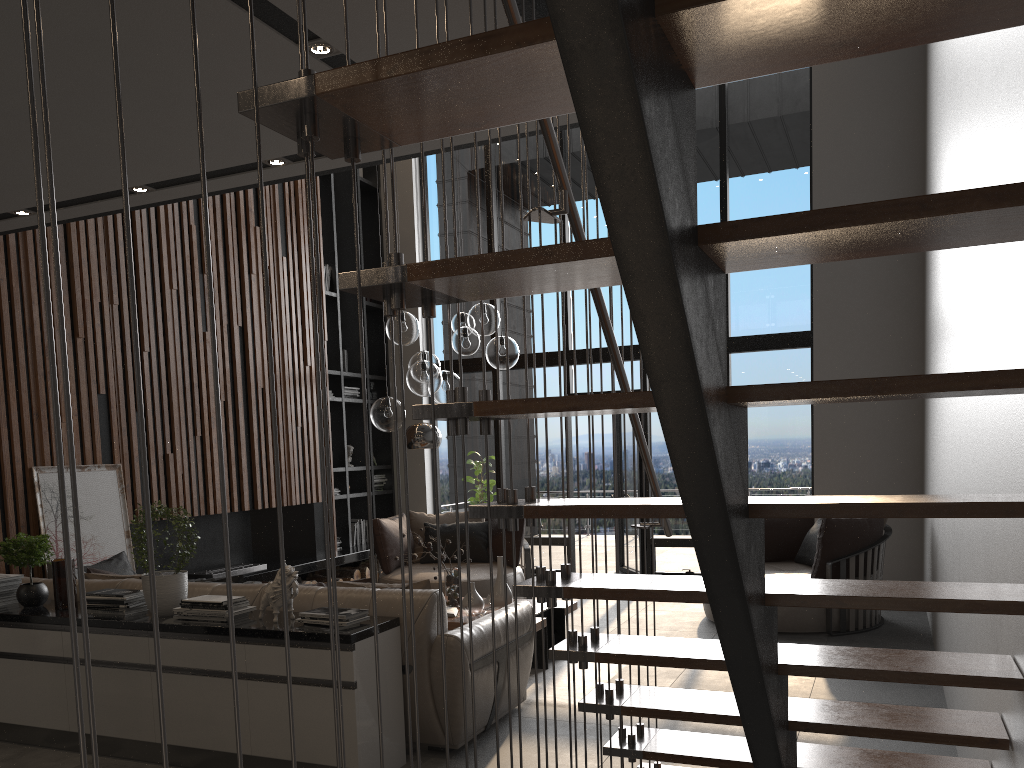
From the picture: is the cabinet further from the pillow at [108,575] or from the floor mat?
the floor mat

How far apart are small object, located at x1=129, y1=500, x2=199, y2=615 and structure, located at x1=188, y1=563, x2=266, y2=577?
3.2 meters

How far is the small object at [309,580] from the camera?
8.59m

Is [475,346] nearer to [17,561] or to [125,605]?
[125,605]

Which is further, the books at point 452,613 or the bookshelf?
the bookshelf

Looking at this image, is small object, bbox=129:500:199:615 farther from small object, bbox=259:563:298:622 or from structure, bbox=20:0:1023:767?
structure, bbox=20:0:1023:767

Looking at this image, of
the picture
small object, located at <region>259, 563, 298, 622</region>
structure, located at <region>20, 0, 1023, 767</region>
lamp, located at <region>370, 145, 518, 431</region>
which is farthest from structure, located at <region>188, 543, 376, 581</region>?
structure, located at <region>20, 0, 1023, 767</region>

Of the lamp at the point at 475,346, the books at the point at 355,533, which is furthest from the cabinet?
the books at the point at 355,533

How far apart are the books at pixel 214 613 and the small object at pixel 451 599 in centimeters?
209cm

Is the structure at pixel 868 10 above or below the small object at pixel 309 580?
above
